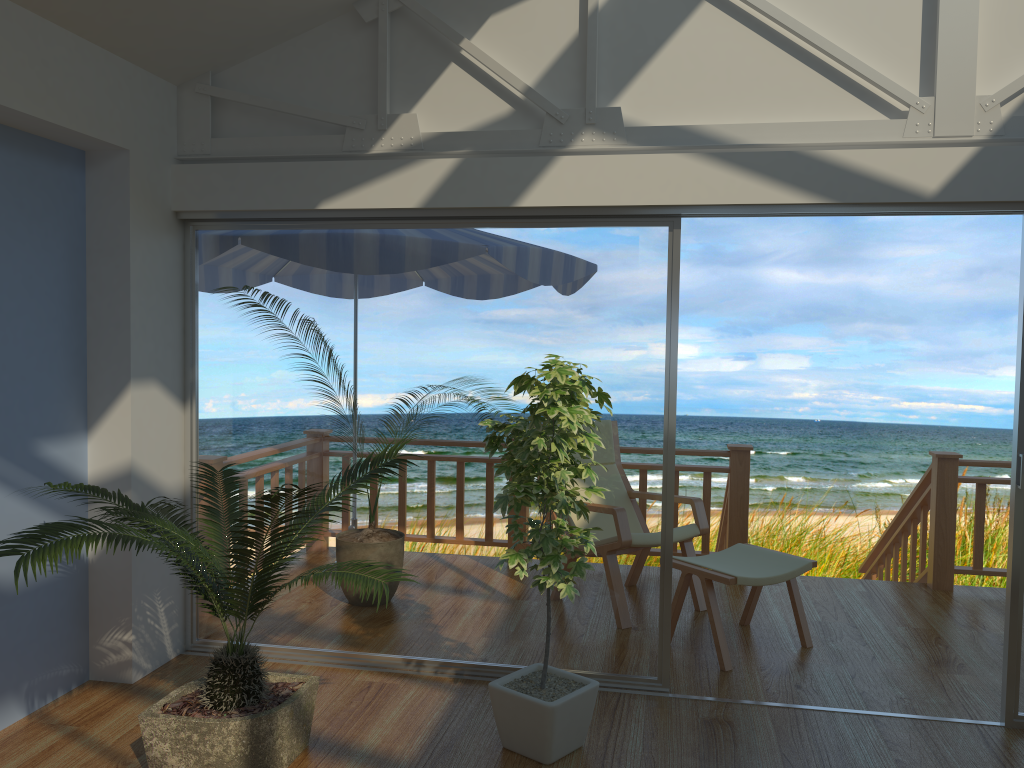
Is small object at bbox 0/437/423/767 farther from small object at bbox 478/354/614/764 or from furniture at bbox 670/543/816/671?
furniture at bbox 670/543/816/671

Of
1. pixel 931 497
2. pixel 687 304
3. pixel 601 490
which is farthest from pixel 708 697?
pixel 687 304

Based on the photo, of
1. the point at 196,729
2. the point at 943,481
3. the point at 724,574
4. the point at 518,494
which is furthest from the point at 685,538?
the point at 196,729

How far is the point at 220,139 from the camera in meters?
3.9 m

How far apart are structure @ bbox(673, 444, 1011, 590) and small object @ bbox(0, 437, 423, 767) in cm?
270

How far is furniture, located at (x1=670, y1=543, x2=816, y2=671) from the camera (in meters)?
3.99

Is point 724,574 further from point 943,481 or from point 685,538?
point 943,481

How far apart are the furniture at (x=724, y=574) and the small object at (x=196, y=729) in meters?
1.7

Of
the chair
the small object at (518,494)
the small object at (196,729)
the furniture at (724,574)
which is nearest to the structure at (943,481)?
the chair

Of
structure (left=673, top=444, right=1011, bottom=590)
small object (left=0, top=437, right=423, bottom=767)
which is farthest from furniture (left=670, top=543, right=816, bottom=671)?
small object (left=0, top=437, right=423, bottom=767)
